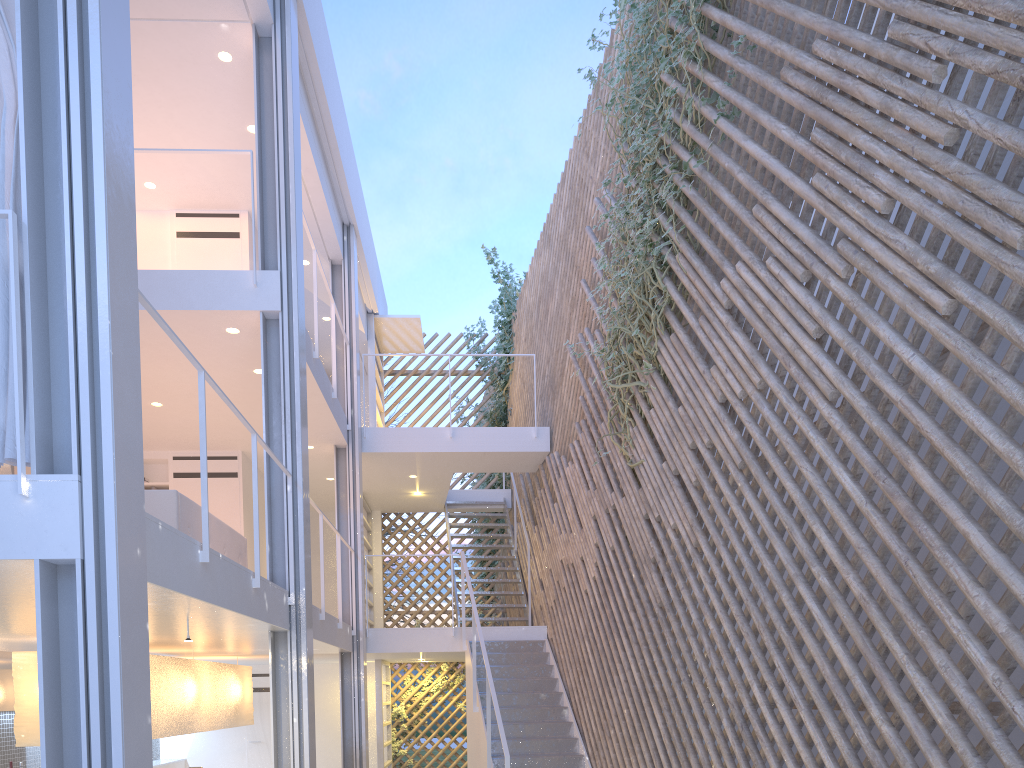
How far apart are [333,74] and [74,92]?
3.59m

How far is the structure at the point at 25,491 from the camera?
1.6m

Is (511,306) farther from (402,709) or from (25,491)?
(25,491)

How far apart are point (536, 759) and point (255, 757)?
3.6 meters

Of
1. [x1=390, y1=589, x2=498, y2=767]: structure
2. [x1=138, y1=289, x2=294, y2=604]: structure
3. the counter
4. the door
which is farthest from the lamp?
[x1=390, y1=589, x2=498, y2=767]: structure

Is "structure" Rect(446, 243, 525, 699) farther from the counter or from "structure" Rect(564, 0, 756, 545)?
the counter

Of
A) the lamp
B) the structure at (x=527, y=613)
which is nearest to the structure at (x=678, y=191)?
the structure at (x=527, y=613)

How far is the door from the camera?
6.7 meters

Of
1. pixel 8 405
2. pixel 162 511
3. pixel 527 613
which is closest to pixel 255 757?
pixel 527 613

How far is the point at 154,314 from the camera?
2.2 meters
